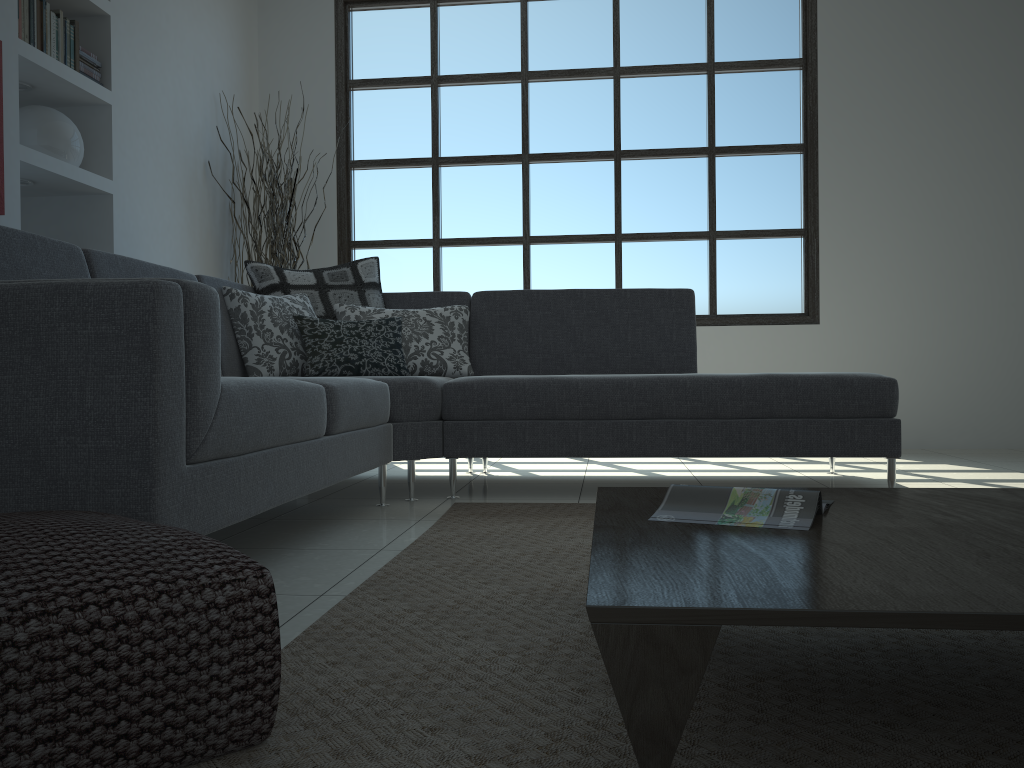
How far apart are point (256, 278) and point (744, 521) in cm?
290

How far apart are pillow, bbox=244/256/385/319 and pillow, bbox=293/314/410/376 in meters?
0.2

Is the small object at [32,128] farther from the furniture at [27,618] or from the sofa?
the furniture at [27,618]

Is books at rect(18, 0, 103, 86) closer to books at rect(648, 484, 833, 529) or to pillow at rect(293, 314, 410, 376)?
pillow at rect(293, 314, 410, 376)

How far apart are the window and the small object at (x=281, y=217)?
0.4m

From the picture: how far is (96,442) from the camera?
1.56m

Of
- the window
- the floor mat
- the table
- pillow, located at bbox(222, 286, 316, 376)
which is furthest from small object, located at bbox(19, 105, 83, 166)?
the table

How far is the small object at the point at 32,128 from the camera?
3.8 meters

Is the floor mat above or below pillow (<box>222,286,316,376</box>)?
below

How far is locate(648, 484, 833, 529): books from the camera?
1.4m
